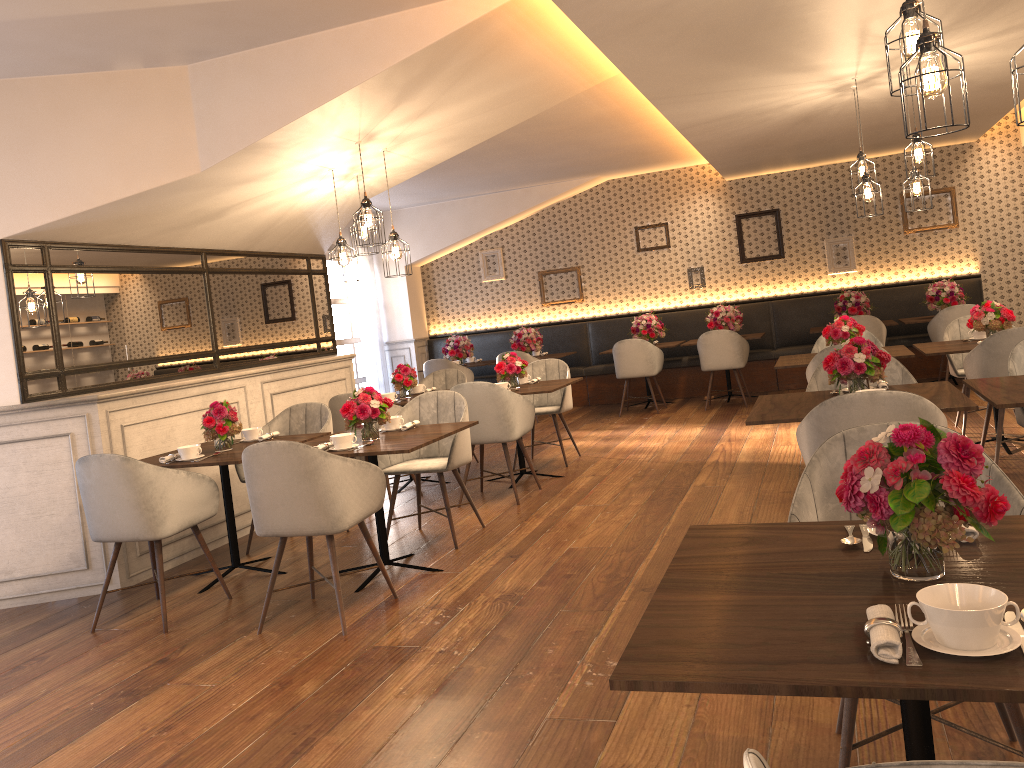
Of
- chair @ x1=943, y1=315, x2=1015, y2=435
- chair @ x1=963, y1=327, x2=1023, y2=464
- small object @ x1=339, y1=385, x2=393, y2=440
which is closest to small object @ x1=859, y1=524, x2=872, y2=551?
small object @ x1=339, y1=385, x2=393, y2=440

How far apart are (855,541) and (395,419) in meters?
3.4 m

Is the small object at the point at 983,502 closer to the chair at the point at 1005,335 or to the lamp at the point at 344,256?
the chair at the point at 1005,335

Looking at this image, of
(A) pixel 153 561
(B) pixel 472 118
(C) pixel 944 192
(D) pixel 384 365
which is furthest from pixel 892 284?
(A) pixel 153 561

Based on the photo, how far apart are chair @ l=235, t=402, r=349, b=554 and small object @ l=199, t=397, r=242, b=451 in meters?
0.5 m

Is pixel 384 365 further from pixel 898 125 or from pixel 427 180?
pixel 898 125

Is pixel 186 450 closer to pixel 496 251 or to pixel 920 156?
pixel 920 156

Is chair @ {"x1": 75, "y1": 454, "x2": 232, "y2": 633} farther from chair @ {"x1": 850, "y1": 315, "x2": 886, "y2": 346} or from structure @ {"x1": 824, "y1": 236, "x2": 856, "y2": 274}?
structure @ {"x1": 824, "y1": 236, "x2": 856, "y2": 274}

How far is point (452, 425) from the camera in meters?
4.9

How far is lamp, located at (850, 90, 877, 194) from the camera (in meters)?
6.43
